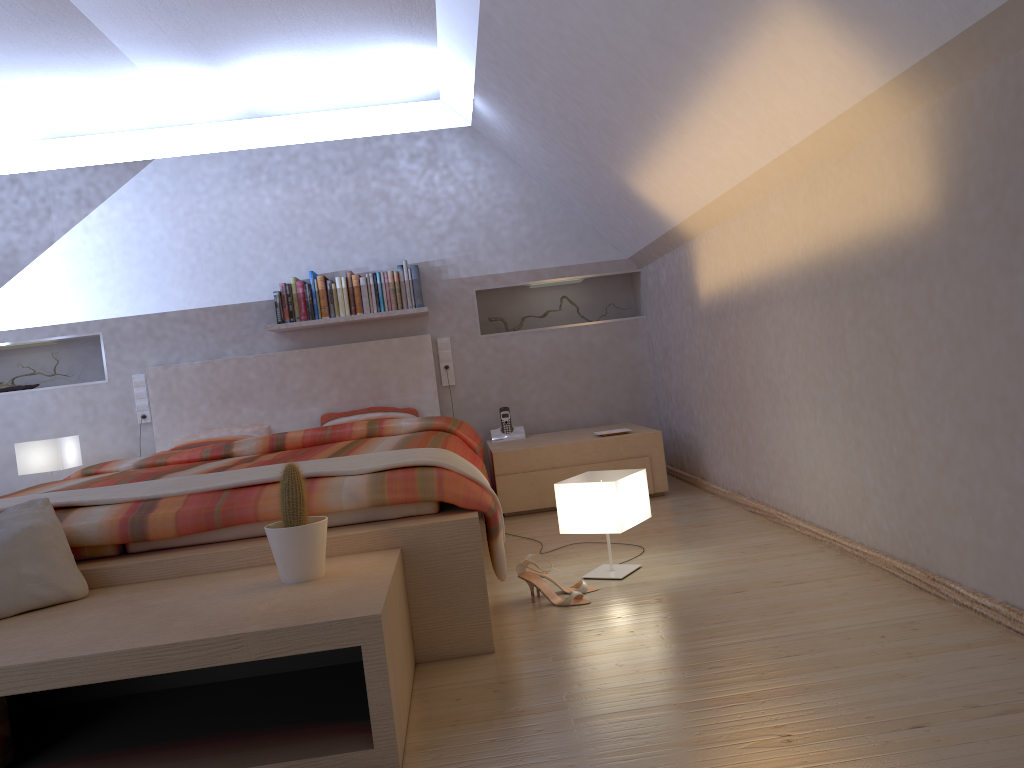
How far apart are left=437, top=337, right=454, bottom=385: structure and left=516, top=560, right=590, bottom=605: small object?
2.6 meters

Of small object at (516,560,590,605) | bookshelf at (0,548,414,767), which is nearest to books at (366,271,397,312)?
small object at (516,560,590,605)

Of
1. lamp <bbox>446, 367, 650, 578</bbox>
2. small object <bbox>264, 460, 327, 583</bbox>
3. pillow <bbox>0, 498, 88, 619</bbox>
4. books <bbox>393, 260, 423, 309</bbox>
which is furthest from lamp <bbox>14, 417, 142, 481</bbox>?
small object <bbox>264, 460, 327, 583</bbox>

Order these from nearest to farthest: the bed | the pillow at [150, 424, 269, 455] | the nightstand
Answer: the bed
the nightstand
the pillow at [150, 424, 269, 455]

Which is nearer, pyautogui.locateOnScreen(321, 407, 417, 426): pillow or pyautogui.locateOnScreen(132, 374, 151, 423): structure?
pyautogui.locateOnScreen(321, 407, 417, 426): pillow

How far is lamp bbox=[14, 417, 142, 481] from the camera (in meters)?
4.64

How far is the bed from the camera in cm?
230

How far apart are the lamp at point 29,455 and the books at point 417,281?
1.9m

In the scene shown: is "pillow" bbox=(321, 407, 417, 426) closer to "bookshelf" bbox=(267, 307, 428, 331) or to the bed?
the bed

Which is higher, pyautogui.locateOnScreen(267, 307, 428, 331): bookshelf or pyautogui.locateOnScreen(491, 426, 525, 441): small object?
pyautogui.locateOnScreen(267, 307, 428, 331): bookshelf
